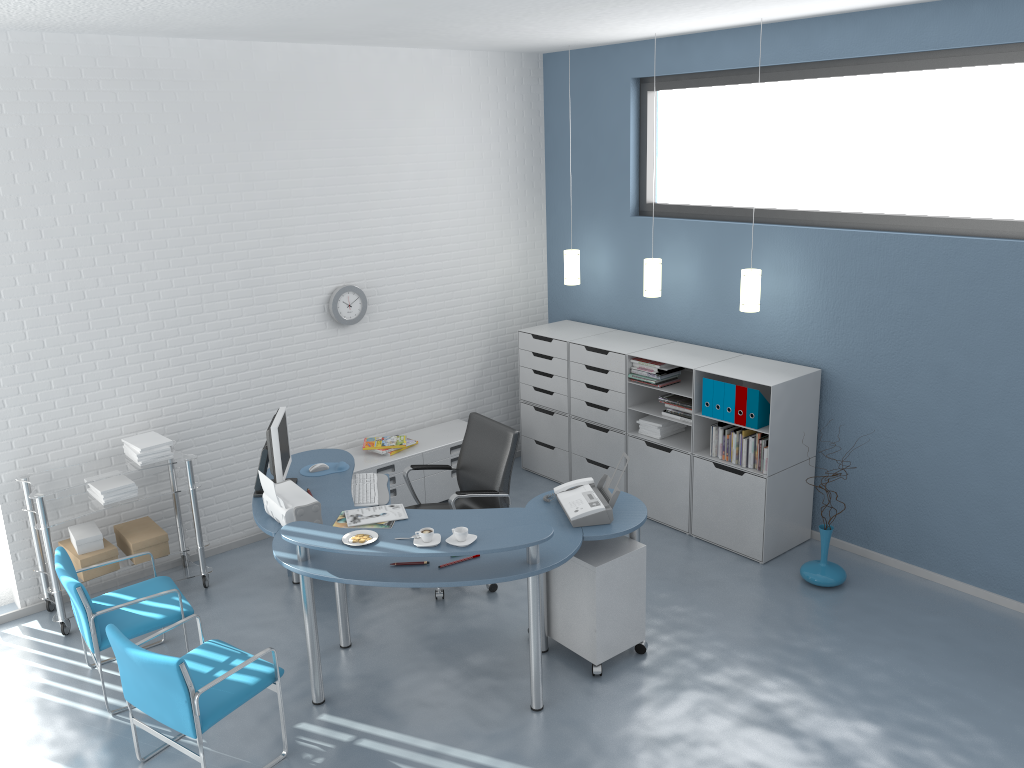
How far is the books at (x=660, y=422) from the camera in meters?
6.0 m

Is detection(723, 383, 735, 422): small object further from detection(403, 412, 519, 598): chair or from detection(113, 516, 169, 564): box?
detection(113, 516, 169, 564): box

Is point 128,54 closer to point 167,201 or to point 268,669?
point 167,201

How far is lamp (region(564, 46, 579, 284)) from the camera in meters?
6.6 m

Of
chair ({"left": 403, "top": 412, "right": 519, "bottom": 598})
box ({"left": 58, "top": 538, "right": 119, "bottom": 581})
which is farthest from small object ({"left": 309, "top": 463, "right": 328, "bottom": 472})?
box ({"left": 58, "top": 538, "right": 119, "bottom": 581})

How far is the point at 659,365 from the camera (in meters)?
5.85

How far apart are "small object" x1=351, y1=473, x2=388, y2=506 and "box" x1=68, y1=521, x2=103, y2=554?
1.4m

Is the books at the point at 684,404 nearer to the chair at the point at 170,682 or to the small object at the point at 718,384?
the small object at the point at 718,384

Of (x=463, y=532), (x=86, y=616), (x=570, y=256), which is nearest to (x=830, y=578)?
(x=463, y=532)

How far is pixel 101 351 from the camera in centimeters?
517cm
